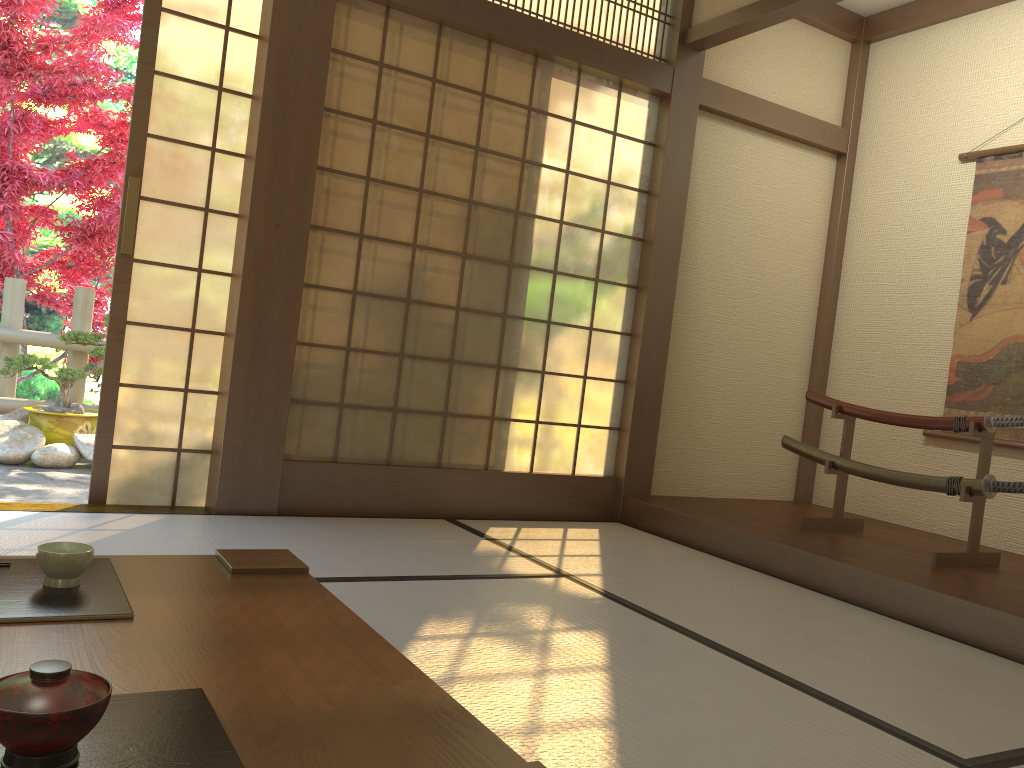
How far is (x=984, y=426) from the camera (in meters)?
3.57

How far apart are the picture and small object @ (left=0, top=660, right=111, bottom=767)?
4.5 meters

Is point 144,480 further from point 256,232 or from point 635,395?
point 635,395

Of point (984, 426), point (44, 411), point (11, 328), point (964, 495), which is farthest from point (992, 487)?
point (11, 328)

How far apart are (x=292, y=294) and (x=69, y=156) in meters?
4.0

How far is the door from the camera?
3.52m

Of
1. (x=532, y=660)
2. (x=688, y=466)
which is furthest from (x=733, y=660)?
(x=688, y=466)

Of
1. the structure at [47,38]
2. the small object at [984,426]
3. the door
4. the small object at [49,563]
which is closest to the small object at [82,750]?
the small object at [49,563]

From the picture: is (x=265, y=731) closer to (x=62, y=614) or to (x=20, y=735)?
(x=20, y=735)

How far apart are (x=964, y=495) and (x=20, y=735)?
3.7 meters
